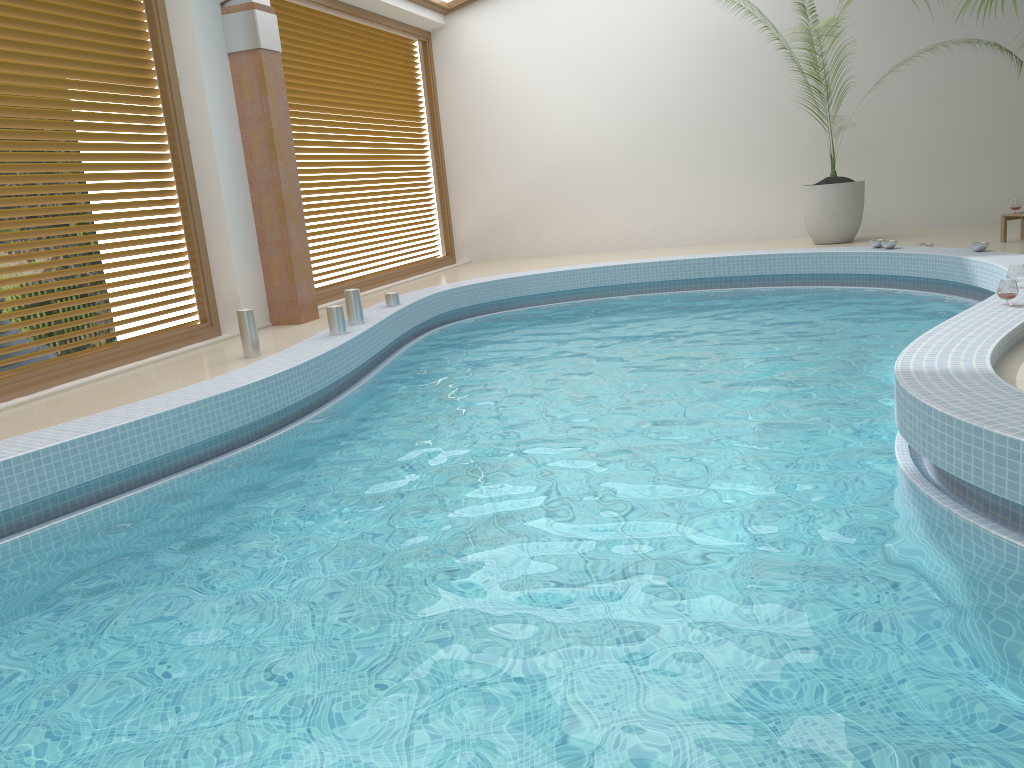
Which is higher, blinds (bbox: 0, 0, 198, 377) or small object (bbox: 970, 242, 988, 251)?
blinds (bbox: 0, 0, 198, 377)

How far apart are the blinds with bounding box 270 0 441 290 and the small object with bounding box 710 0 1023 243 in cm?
487

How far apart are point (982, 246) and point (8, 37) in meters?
7.2 m

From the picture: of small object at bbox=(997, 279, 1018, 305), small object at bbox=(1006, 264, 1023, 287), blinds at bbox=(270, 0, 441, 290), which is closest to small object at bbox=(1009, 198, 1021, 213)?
small object at bbox=(1006, 264, 1023, 287)

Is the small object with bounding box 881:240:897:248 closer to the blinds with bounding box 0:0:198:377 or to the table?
the table

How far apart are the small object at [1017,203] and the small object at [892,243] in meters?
1.3 m

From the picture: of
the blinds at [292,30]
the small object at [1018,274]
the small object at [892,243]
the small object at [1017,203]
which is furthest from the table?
the blinds at [292,30]

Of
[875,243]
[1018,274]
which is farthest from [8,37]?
[875,243]

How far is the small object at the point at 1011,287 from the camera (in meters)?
4.63

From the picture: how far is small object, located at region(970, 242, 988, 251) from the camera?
7.0 meters
